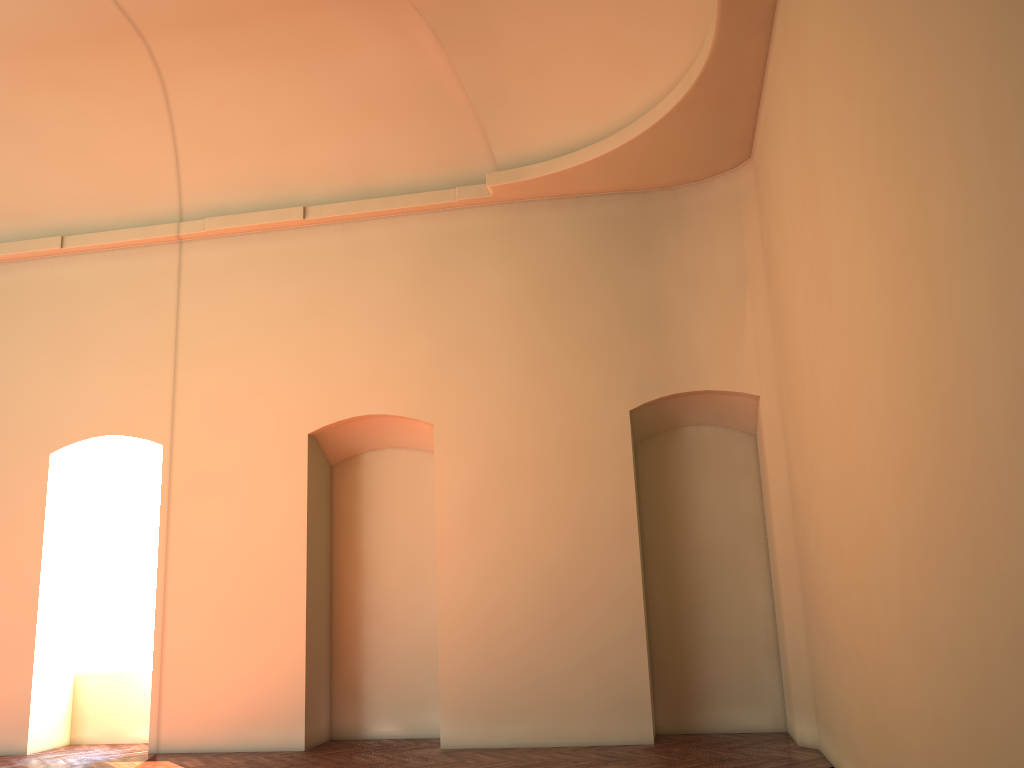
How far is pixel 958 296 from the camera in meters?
3.0 m

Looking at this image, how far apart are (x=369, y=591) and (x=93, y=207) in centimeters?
529cm

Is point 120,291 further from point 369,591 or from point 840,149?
point 840,149

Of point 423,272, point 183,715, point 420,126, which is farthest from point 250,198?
point 183,715
